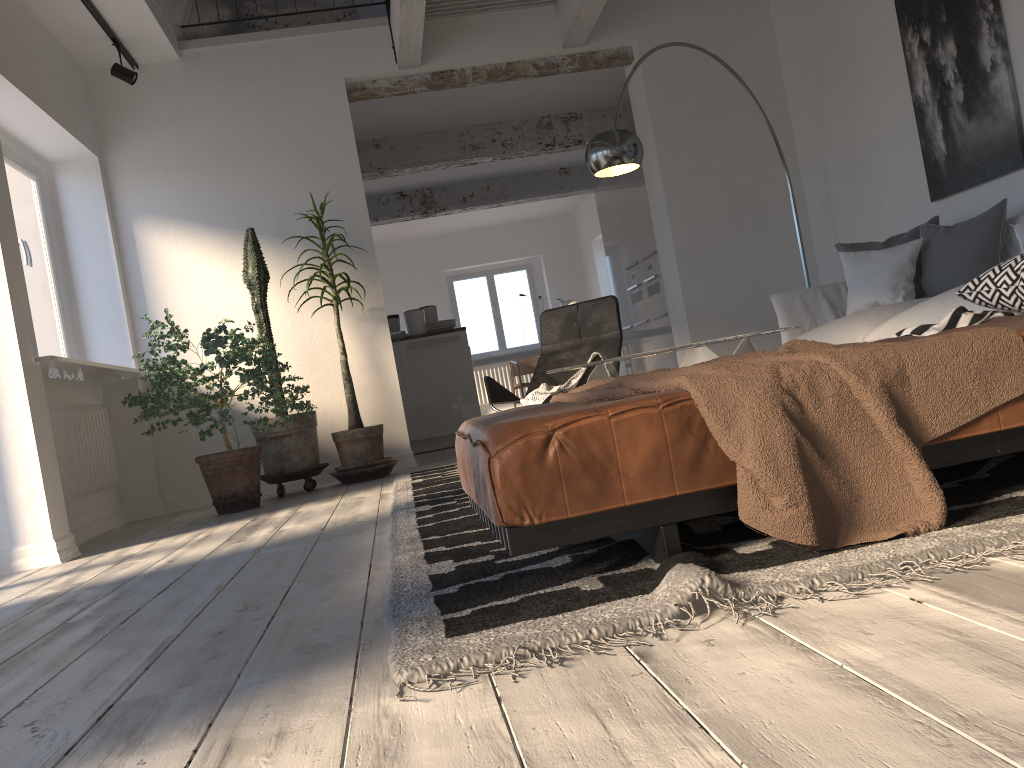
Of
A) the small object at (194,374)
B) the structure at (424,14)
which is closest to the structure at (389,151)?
the structure at (424,14)

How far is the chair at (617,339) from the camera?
5.0m

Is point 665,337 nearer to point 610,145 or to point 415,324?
point 415,324

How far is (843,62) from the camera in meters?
5.7 m

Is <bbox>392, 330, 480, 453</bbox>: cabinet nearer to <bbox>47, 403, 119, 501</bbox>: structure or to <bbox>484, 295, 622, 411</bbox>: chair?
<bbox>484, 295, 622, 411</bbox>: chair

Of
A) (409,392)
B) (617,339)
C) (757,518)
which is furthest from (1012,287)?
(409,392)

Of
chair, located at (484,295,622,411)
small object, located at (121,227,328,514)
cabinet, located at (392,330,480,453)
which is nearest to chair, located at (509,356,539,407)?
cabinet, located at (392,330,480,453)

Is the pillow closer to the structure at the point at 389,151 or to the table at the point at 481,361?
the structure at the point at 389,151

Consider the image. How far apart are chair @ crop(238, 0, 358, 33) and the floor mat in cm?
379

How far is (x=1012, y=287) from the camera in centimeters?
236cm
